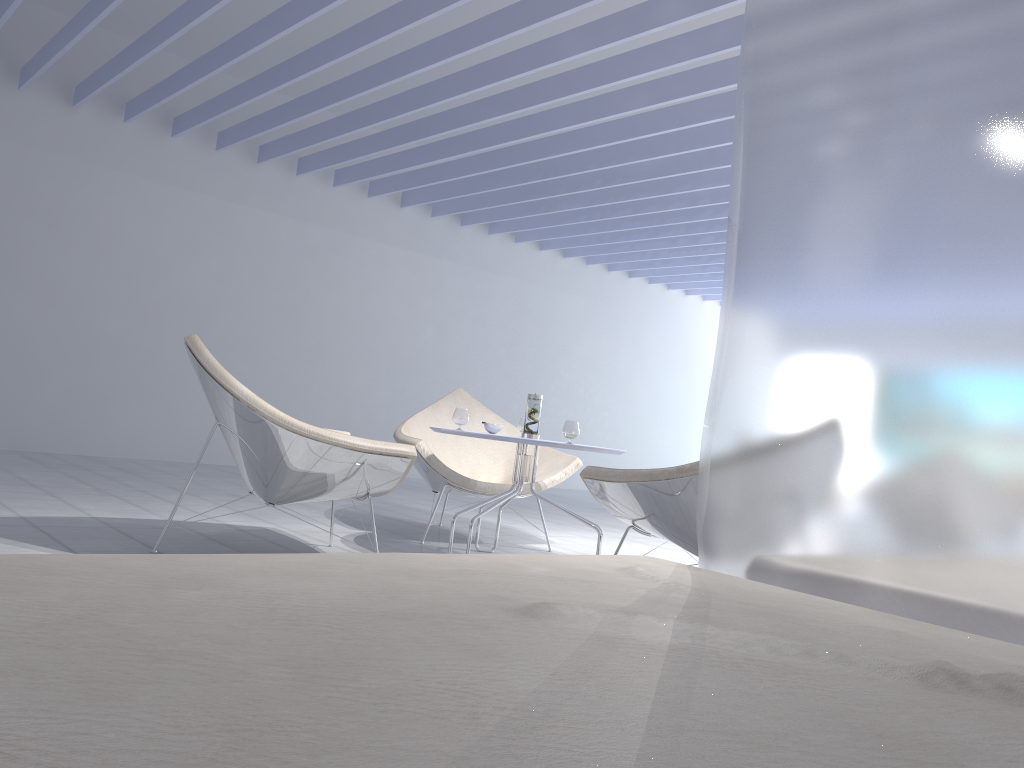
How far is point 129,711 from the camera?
0.44m

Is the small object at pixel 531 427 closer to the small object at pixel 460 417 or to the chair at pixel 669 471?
the small object at pixel 460 417

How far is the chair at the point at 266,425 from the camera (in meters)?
2.84

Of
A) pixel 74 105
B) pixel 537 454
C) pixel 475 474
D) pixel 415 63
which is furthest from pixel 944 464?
pixel 74 105

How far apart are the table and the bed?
2.03m

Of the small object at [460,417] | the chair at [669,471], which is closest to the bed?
the chair at [669,471]

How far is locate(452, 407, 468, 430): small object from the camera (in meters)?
3.58

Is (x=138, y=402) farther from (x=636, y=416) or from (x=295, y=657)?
(x=295, y=657)

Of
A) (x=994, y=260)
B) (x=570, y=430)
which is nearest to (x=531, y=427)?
(x=570, y=430)

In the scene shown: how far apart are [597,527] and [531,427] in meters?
0.5 m
